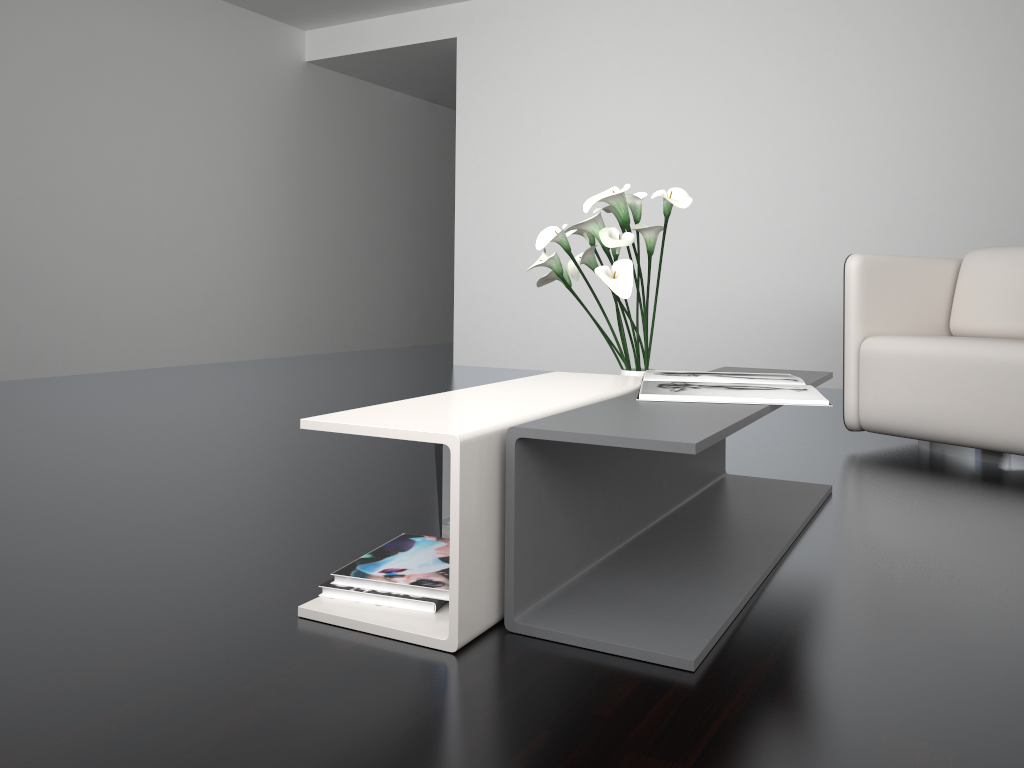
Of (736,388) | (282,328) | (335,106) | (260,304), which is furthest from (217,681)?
(335,106)

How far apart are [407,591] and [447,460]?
0.3m

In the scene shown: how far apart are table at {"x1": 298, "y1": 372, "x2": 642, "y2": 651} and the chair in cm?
123

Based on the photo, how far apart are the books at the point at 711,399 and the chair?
1.0 meters

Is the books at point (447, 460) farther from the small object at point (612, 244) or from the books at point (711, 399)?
the small object at point (612, 244)

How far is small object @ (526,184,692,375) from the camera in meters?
2.2

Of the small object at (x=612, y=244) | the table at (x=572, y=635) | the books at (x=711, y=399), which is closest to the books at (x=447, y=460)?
the table at (x=572, y=635)

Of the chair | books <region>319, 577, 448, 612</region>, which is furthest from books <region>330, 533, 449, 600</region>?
the chair

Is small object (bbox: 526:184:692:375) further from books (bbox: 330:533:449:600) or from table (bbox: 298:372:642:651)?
books (bbox: 330:533:449:600)

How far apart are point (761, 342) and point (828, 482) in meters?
2.6 m
